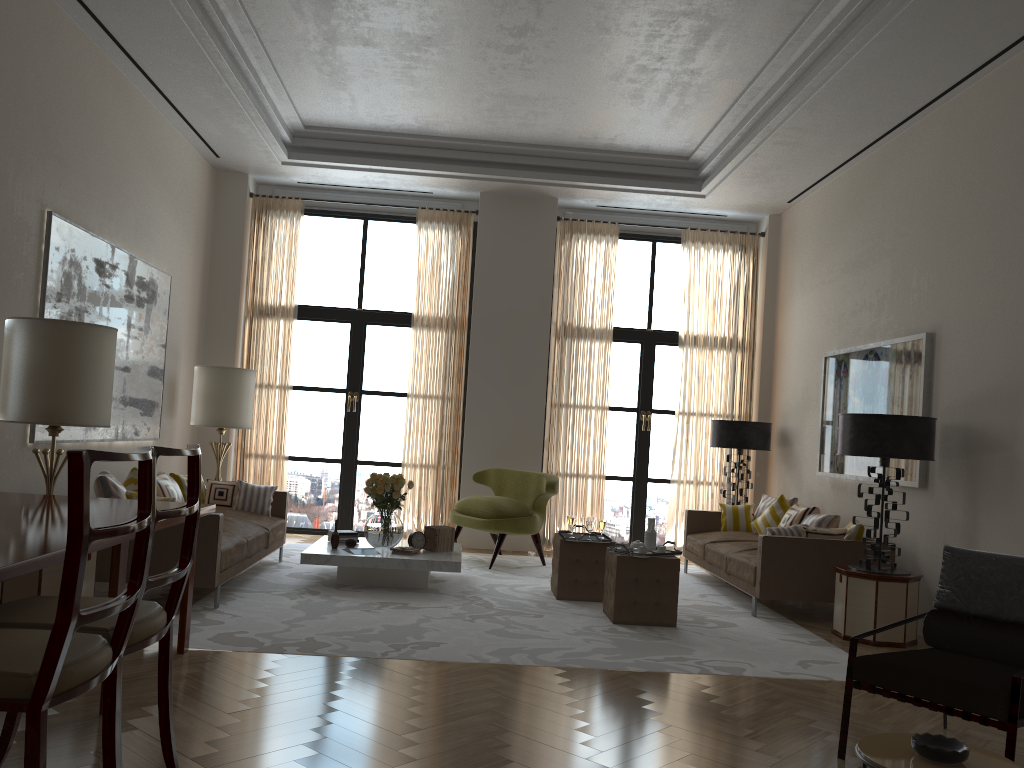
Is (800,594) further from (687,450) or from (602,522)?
(687,450)

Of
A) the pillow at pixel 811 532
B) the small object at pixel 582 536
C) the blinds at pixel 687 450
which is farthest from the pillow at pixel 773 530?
the blinds at pixel 687 450

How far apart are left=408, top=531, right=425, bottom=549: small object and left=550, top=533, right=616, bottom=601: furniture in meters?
1.4 m

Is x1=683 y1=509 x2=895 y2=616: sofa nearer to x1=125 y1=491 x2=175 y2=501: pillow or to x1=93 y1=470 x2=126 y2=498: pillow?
x1=125 y1=491 x2=175 y2=501: pillow

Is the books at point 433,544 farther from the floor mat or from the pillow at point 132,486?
the pillow at point 132,486

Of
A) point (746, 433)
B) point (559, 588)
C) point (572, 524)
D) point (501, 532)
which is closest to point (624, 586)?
point (559, 588)

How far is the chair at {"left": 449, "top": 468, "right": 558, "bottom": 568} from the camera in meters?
10.7 m

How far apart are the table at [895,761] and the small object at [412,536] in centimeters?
636cm

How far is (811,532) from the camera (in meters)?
8.73

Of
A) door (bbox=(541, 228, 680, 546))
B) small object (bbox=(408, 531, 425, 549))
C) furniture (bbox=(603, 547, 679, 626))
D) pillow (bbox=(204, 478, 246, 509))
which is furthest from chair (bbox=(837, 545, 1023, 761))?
door (bbox=(541, 228, 680, 546))
